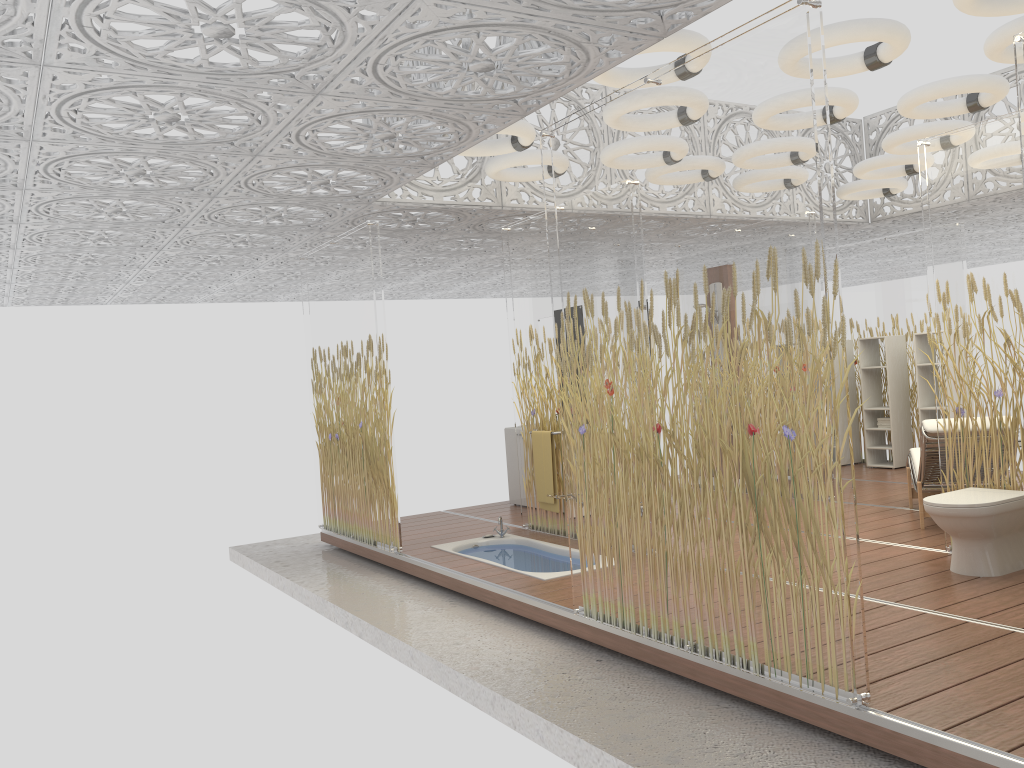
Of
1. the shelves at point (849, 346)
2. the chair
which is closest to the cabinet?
the chair

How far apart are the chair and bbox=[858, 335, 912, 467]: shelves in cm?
264

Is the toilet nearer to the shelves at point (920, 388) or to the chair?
the chair

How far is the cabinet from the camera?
9.05m

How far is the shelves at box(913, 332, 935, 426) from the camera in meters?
9.5

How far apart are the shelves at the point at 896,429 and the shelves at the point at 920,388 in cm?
35

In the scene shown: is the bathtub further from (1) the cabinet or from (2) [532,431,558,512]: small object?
(1) the cabinet

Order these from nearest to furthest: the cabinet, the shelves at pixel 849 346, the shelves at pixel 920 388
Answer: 1. the cabinet
2. the shelves at pixel 920 388
3. the shelves at pixel 849 346

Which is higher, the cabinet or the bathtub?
the cabinet

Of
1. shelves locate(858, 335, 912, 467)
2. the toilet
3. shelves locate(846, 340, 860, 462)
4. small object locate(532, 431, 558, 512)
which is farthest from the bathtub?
shelves locate(846, 340, 860, 462)
